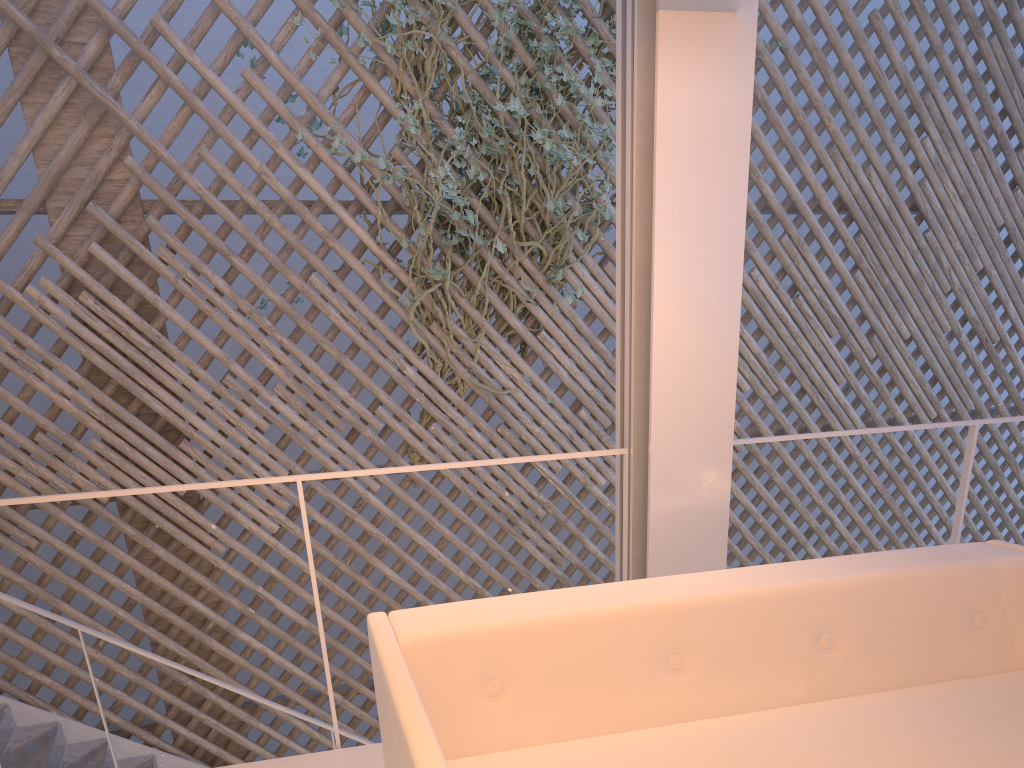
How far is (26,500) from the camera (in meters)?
1.27

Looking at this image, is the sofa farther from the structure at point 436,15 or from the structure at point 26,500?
the structure at point 436,15

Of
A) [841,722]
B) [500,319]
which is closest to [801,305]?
[500,319]

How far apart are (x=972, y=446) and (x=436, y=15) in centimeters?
208cm

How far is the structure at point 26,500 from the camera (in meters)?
1.27

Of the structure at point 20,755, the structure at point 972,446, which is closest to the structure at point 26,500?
the structure at point 972,446

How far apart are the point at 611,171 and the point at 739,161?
1.6m

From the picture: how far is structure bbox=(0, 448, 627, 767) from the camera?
1.3m

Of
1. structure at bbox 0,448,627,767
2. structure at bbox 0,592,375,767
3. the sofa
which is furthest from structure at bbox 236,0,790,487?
the sofa

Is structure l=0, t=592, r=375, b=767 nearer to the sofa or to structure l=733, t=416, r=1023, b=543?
the sofa
